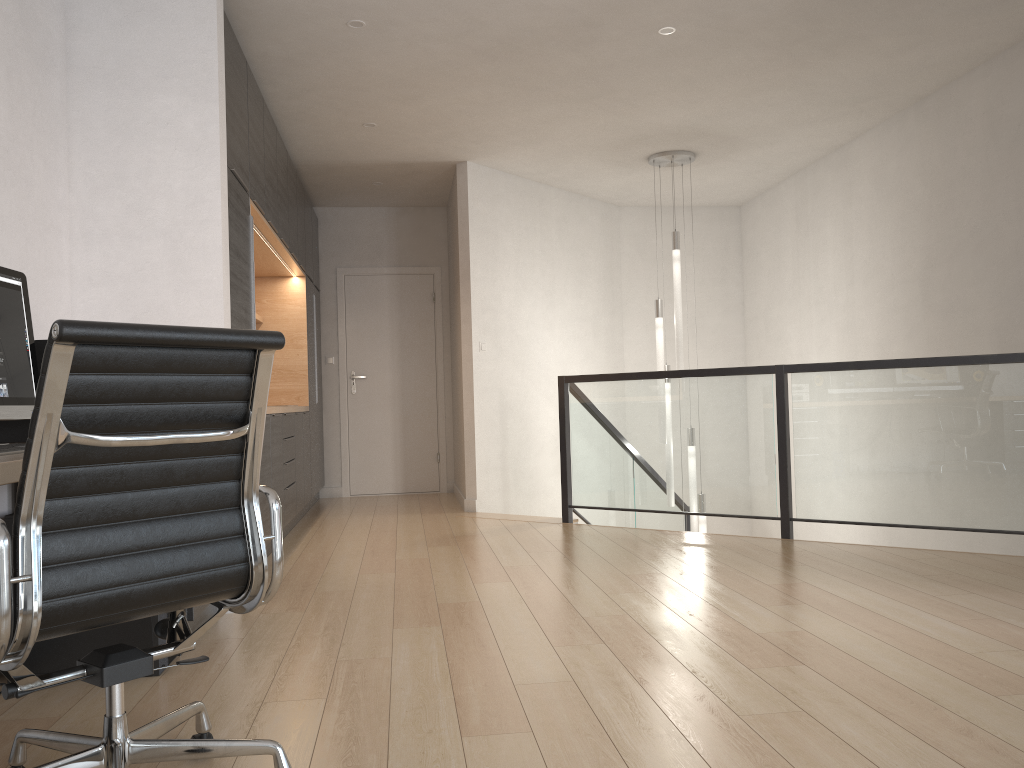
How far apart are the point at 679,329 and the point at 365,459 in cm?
325

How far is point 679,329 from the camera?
6.7 meters

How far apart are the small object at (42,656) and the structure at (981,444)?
3.4m

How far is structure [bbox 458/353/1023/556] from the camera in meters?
4.5 m

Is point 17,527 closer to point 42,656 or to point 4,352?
point 4,352

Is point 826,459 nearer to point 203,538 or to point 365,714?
point 365,714

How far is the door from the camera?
8.2m

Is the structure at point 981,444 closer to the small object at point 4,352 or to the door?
the door

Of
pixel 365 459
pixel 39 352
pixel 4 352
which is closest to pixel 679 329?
pixel 365 459

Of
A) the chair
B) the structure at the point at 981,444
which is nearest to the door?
the structure at the point at 981,444
